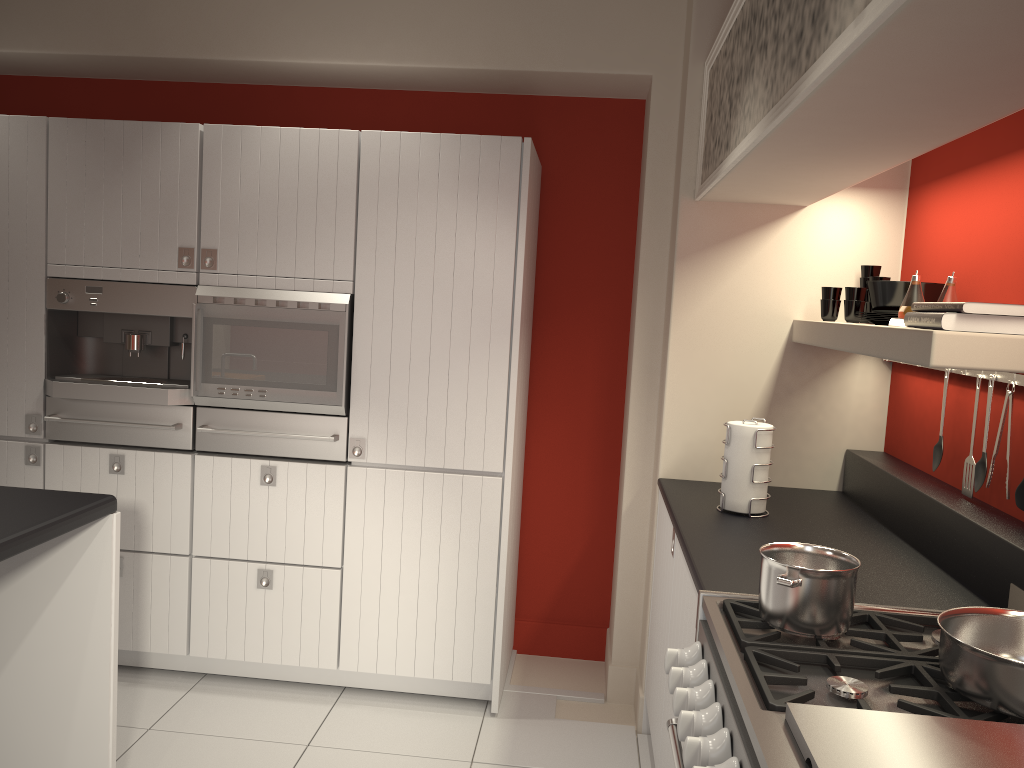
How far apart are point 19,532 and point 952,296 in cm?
250

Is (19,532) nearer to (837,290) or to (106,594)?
(106,594)

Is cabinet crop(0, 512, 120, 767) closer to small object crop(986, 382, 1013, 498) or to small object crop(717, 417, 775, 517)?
small object crop(717, 417, 775, 517)

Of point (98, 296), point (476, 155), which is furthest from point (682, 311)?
point (98, 296)

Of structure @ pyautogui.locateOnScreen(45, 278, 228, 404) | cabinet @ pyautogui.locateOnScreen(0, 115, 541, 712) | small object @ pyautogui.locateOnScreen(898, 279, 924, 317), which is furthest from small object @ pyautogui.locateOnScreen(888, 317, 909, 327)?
structure @ pyautogui.locateOnScreen(45, 278, 228, 404)

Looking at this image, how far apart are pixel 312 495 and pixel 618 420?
1.45m

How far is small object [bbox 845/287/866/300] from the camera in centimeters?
297cm

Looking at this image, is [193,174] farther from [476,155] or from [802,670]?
[802,670]

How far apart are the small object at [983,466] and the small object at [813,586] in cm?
77

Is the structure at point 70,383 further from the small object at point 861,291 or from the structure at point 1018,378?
the structure at point 1018,378
